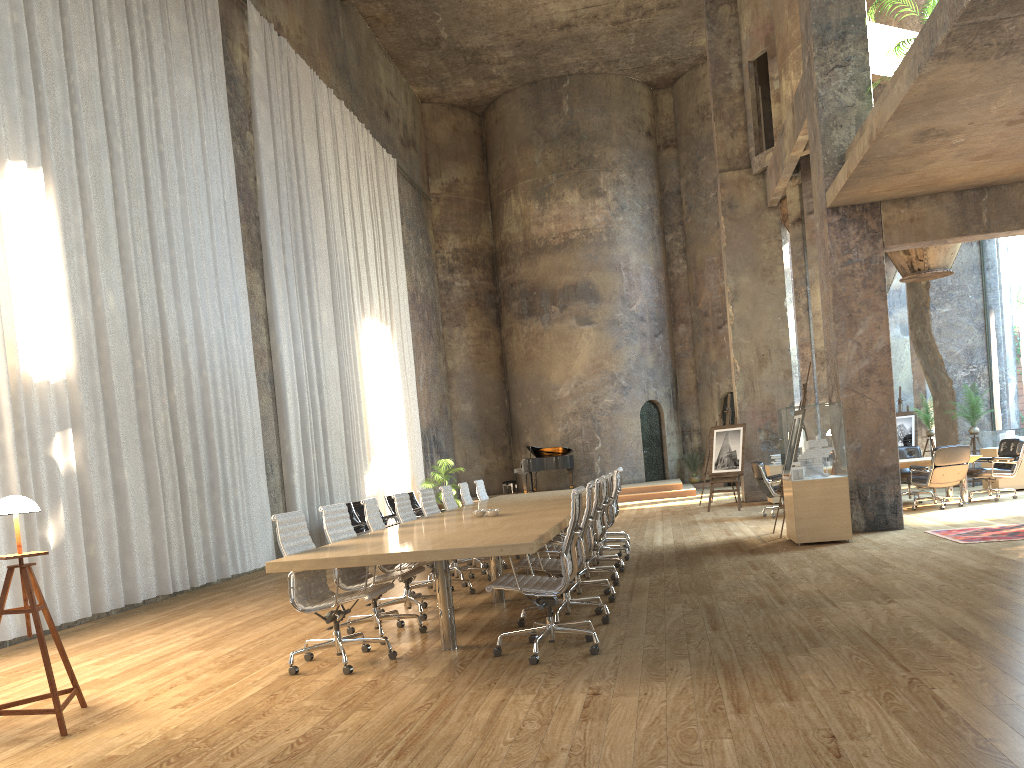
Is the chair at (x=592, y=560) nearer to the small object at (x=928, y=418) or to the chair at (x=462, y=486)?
the chair at (x=462, y=486)

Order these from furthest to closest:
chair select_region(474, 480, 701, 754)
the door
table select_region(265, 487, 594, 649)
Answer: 1. the door
2. chair select_region(474, 480, 701, 754)
3. table select_region(265, 487, 594, 649)

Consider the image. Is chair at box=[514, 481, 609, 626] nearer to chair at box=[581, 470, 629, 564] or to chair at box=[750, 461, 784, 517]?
chair at box=[581, 470, 629, 564]

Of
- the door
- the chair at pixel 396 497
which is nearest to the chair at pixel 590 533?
the chair at pixel 396 497

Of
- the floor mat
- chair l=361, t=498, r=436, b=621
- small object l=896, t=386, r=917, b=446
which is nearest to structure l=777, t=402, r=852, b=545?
the floor mat

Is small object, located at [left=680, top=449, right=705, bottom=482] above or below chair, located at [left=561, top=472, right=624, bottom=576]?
above

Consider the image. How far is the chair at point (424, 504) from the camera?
9.0m

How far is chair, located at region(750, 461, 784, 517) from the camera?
13.3 meters

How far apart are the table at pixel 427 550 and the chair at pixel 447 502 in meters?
0.3

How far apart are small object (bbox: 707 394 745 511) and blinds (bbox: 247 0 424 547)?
6.48m
